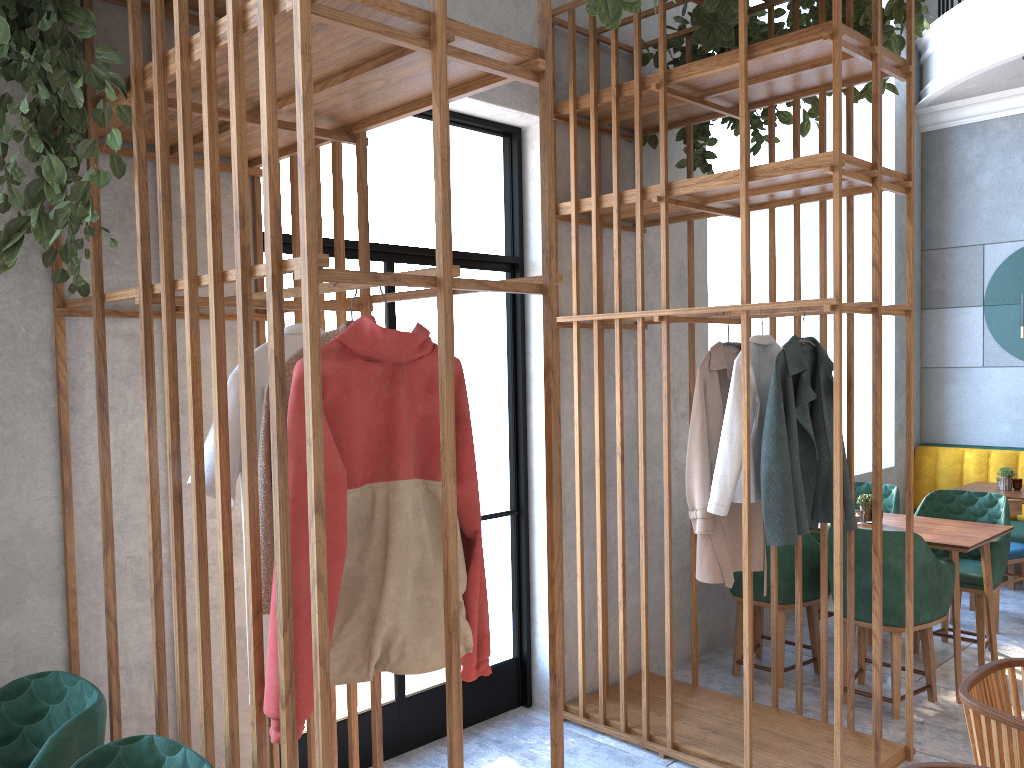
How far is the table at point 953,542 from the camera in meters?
4.1 m

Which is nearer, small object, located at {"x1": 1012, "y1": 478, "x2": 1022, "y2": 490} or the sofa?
small object, located at {"x1": 1012, "y1": 478, "x2": 1022, "y2": 490}

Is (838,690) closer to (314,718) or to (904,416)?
(314,718)

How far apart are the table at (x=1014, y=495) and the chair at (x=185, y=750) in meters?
5.2 m

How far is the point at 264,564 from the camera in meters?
1.9 m

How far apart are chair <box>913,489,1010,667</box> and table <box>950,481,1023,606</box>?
0.64m

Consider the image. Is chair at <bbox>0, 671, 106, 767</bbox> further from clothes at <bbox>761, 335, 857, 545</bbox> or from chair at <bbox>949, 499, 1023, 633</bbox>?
chair at <bbox>949, 499, 1023, 633</bbox>

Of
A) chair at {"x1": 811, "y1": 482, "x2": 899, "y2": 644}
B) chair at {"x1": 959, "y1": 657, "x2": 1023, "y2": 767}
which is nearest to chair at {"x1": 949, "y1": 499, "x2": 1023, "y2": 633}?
chair at {"x1": 811, "y1": 482, "x2": 899, "y2": 644}

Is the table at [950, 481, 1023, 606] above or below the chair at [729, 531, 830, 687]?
above

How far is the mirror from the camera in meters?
6.5 m
